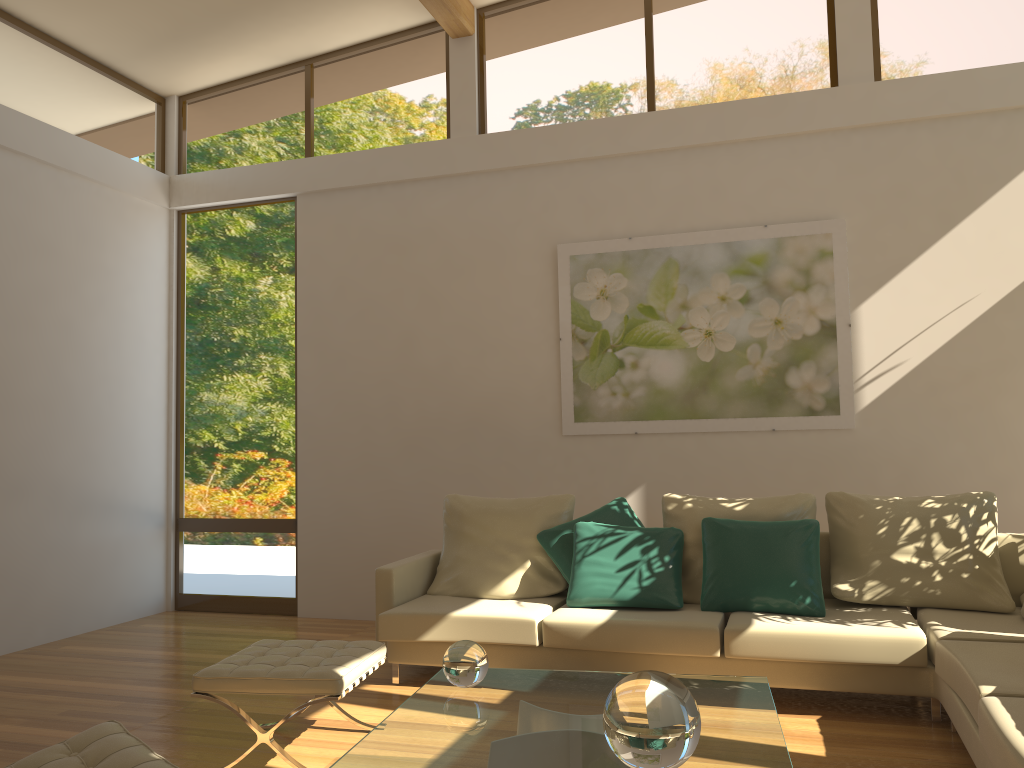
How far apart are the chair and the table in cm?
42

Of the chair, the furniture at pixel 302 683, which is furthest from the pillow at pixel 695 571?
the chair

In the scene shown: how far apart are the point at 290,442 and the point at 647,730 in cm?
499

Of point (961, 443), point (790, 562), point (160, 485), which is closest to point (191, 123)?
point (160, 485)

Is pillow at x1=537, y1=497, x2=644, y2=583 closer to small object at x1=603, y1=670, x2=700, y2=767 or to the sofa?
the sofa

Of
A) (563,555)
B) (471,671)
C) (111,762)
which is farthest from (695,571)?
(111,762)

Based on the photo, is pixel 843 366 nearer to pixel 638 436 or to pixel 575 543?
pixel 638 436

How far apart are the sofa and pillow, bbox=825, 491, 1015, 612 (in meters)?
0.03

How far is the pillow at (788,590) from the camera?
4.2 meters

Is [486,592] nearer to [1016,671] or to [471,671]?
[471,671]
